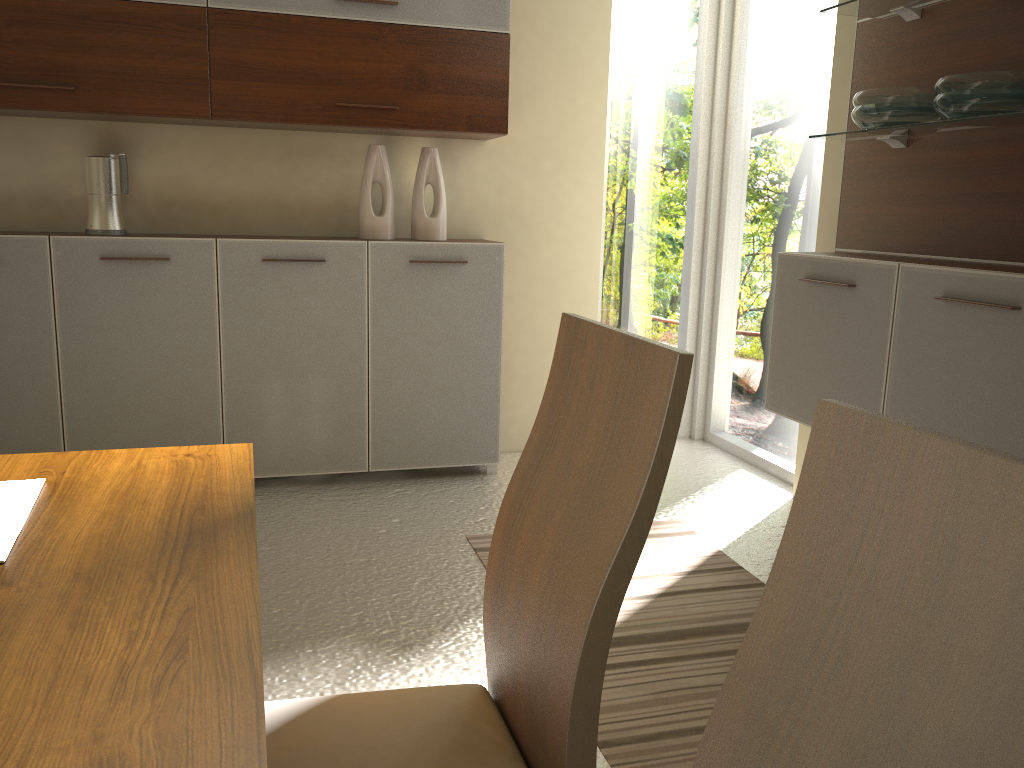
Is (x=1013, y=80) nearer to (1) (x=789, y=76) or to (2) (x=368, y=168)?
(1) (x=789, y=76)

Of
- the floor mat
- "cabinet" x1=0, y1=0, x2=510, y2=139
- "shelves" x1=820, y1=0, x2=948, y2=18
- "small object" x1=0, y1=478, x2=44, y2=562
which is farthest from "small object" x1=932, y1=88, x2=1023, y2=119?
"small object" x1=0, y1=478, x2=44, y2=562

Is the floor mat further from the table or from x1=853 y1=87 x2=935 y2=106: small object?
x1=853 y1=87 x2=935 y2=106: small object

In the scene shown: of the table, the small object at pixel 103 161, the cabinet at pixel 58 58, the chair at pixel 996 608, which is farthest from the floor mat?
the small object at pixel 103 161

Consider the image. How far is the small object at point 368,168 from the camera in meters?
3.7

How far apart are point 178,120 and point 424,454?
1.6 meters

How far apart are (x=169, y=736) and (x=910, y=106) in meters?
2.7 m

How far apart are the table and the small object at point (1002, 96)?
2.1 meters

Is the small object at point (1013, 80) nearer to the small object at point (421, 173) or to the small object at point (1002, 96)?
the small object at point (1002, 96)

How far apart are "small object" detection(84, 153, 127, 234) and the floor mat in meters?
1.8 m
